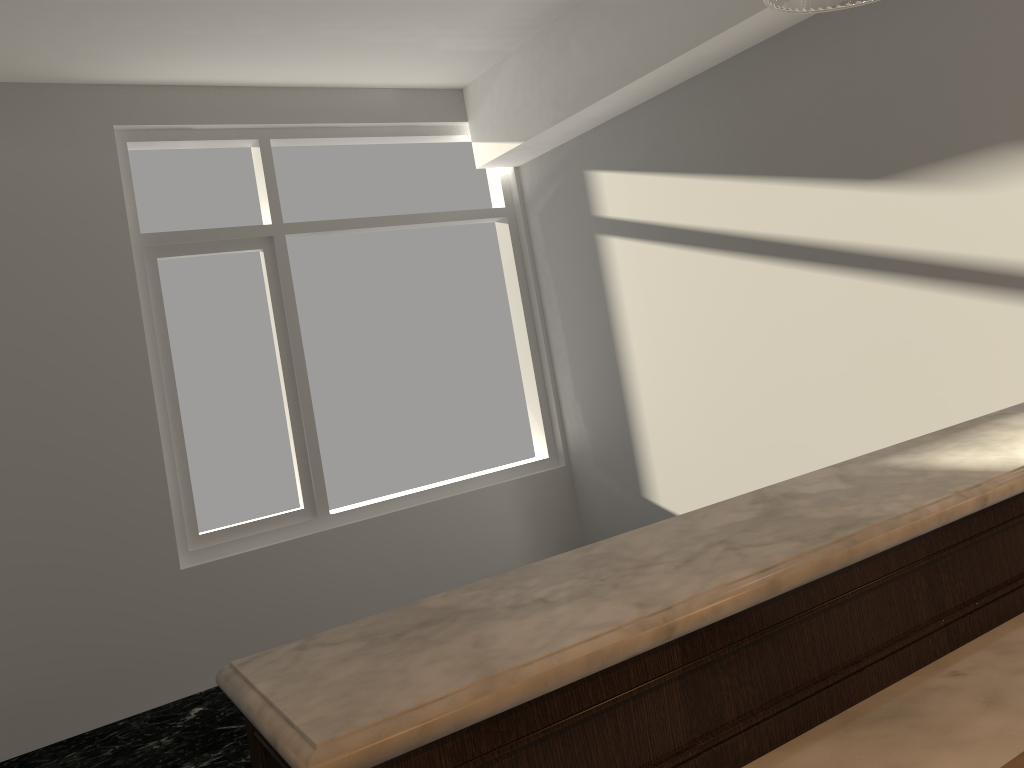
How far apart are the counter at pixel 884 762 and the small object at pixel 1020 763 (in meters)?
0.04

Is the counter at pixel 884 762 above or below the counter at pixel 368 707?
below

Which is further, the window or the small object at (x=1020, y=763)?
the window

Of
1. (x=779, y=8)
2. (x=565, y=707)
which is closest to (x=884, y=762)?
(x=565, y=707)

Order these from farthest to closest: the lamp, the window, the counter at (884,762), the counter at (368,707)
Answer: the window
the lamp
the counter at (884,762)
the counter at (368,707)

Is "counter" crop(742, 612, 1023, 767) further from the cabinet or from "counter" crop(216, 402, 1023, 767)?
"counter" crop(216, 402, 1023, 767)

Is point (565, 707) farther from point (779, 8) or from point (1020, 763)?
point (779, 8)

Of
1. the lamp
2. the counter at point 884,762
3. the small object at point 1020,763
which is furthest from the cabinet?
the lamp

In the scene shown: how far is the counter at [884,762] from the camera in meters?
0.9

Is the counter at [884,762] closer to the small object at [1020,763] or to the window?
the small object at [1020,763]
